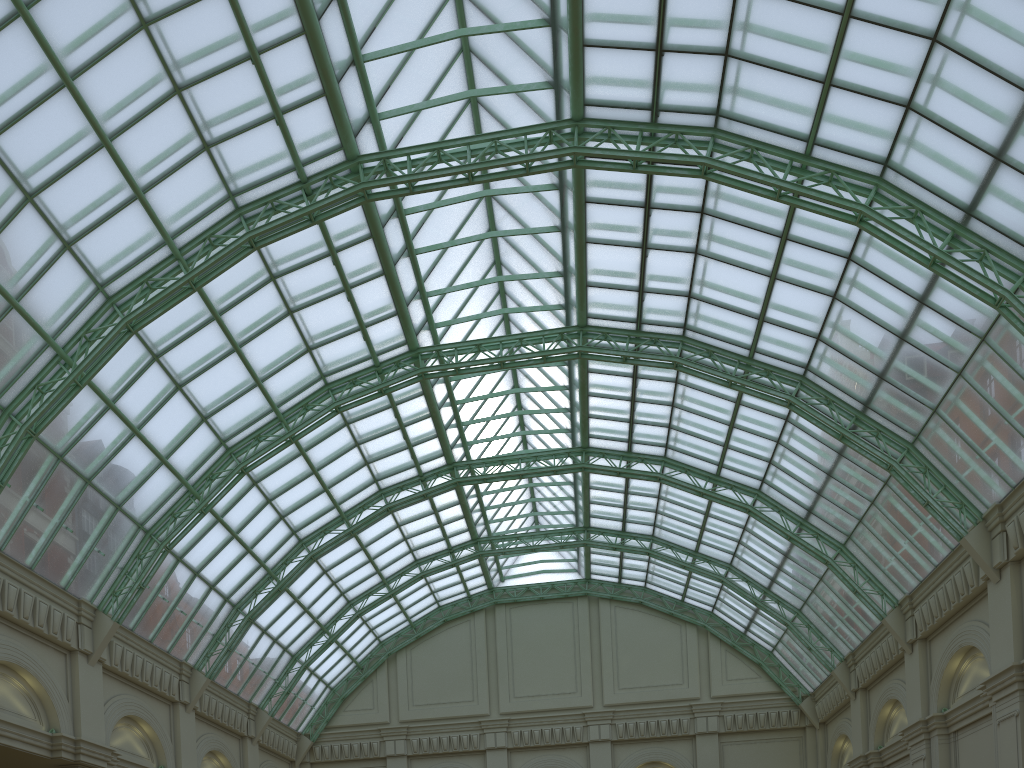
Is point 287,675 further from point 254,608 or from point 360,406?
point 360,406

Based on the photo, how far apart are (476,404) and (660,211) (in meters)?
17.52
